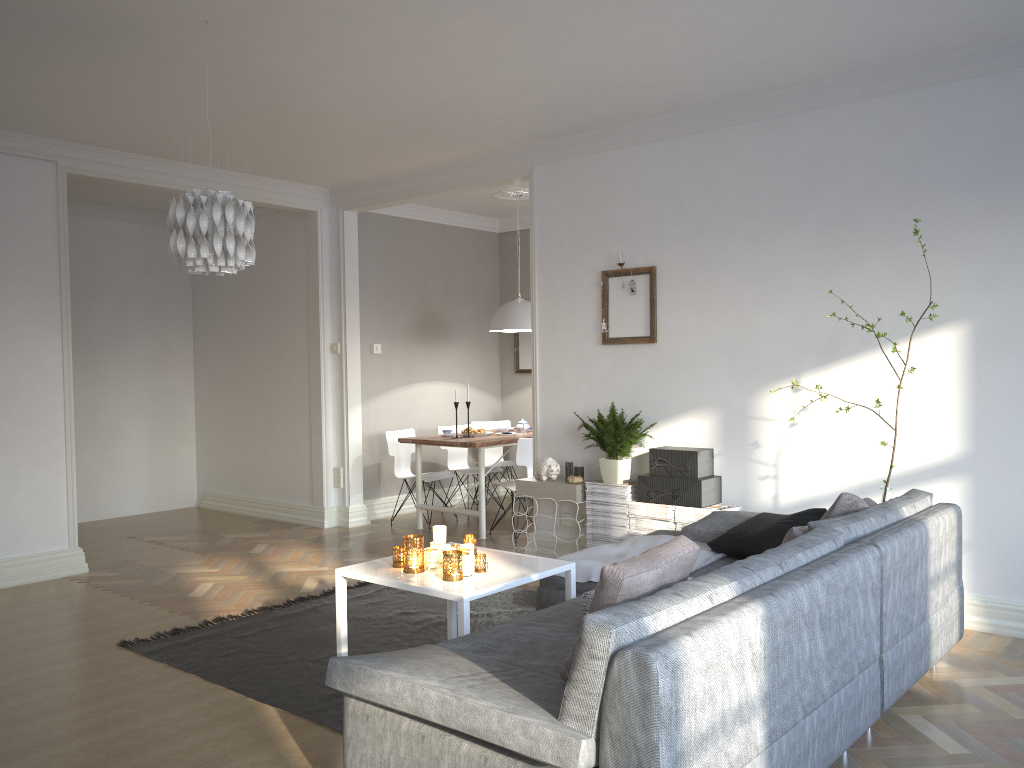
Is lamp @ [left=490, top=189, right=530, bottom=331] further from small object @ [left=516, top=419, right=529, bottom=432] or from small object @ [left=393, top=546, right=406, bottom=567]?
small object @ [left=393, top=546, right=406, bottom=567]

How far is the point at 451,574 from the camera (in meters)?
3.35

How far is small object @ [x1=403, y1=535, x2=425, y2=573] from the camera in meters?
3.5

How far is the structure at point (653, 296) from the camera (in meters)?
5.41

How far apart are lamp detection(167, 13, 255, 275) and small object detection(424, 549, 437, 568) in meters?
1.4 m

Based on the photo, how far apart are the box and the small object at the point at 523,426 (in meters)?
2.39

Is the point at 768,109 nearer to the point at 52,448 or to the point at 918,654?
the point at 918,654

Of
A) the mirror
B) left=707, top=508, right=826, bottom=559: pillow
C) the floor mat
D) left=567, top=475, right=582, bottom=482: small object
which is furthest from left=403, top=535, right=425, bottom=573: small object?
the mirror

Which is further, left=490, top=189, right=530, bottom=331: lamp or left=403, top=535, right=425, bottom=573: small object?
left=490, top=189, right=530, bottom=331: lamp

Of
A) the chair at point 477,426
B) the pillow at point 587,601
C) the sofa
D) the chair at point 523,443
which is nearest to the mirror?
the chair at point 477,426
